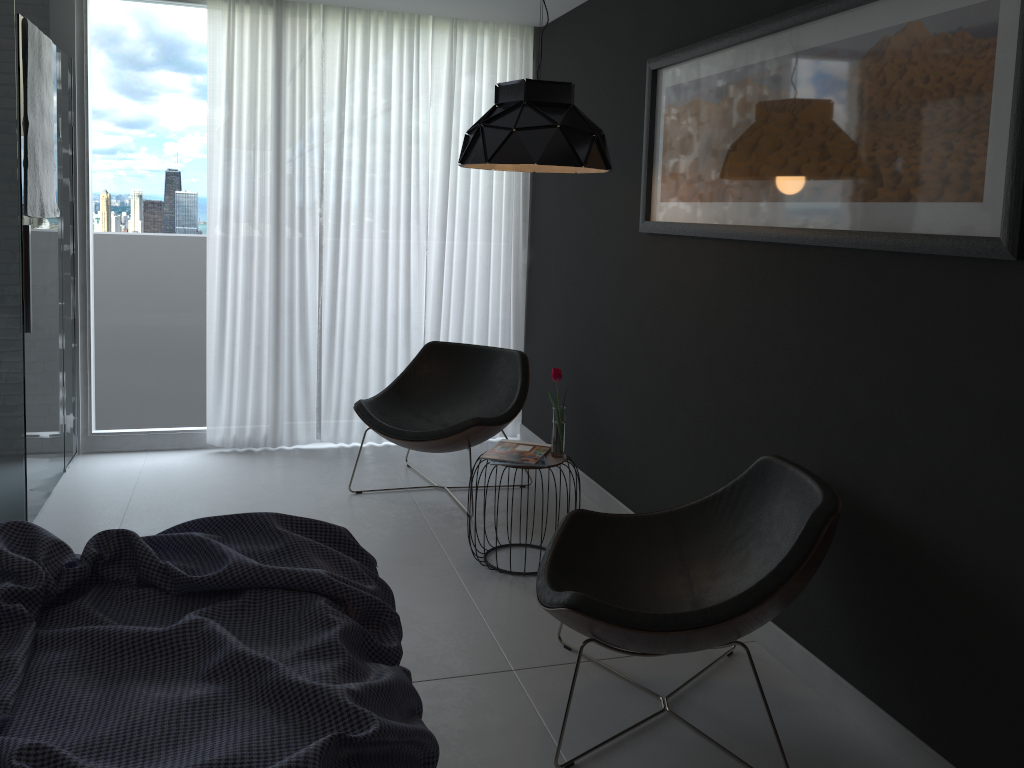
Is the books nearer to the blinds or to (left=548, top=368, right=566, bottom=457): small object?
(left=548, top=368, right=566, bottom=457): small object

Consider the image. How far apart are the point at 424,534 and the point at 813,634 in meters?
1.8 m

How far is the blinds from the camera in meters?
4.7 m

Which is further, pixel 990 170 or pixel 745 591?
pixel 745 591

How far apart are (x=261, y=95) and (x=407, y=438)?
2.1m

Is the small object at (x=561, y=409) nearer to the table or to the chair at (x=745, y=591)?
the table

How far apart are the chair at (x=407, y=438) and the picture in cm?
110

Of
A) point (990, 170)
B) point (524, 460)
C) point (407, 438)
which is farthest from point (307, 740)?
point (407, 438)

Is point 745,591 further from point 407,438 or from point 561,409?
point 407,438

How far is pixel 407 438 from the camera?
4.10m
